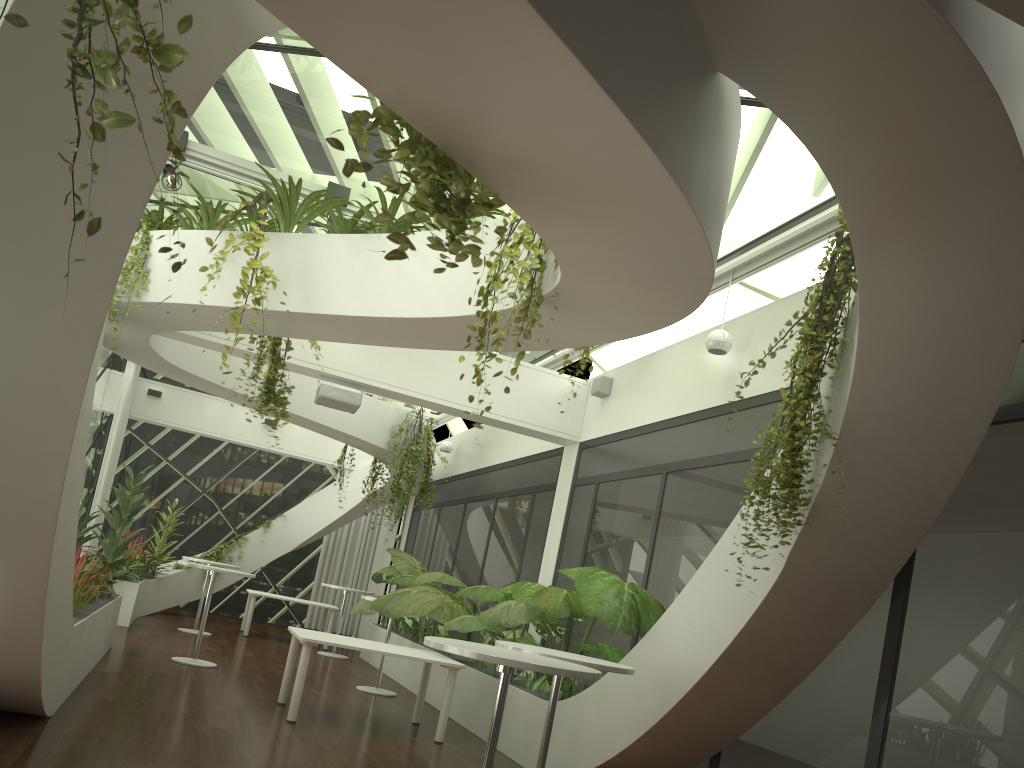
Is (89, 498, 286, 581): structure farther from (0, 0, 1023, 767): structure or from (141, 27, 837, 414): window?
(141, 27, 837, 414): window

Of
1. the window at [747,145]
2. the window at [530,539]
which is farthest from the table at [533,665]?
the window at [530,539]

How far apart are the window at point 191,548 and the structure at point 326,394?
9.3 meters

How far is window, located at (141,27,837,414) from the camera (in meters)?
6.06

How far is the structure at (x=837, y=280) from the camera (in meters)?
4.21

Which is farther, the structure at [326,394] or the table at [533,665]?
the structure at [326,394]

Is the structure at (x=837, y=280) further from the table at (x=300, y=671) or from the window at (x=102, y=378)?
the window at (x=102, y=378)

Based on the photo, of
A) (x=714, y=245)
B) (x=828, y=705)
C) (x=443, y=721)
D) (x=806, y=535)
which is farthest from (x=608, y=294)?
(x=443, y=721)

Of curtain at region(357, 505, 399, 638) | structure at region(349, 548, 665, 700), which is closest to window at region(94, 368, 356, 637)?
curtain at region(357, 505, 399, 638)

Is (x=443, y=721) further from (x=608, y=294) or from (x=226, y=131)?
(x=226, y=131)
